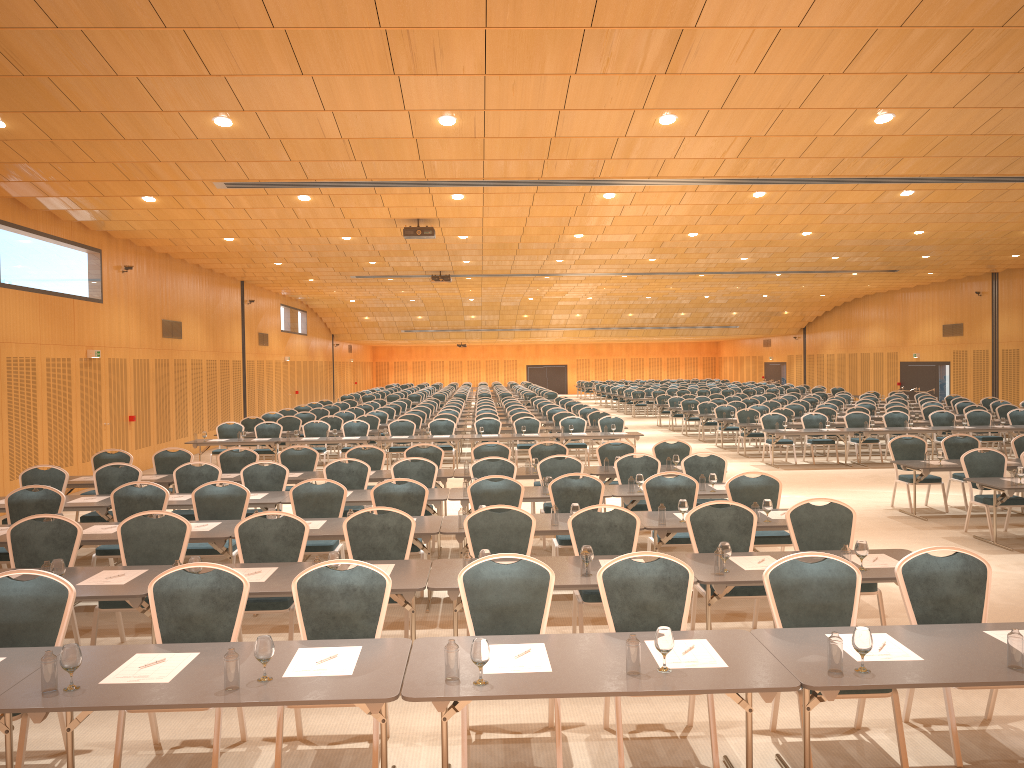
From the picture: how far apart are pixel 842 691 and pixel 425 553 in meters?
5.1 m

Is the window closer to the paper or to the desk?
the desk

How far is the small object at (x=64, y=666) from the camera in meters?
4.2 m

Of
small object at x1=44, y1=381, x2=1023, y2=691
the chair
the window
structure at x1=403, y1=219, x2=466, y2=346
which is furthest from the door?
small object at x1=44, y1=381, x2=1023, y2=691

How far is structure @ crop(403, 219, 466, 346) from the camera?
16.9 meters

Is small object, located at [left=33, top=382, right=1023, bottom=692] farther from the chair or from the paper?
the chair

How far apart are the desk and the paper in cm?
3

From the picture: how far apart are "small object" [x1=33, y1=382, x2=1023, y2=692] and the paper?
0.2 meters

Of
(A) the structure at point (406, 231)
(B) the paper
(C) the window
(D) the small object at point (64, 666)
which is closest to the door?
(C) the window

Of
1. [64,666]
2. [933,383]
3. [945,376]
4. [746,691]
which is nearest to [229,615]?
[64,666]
